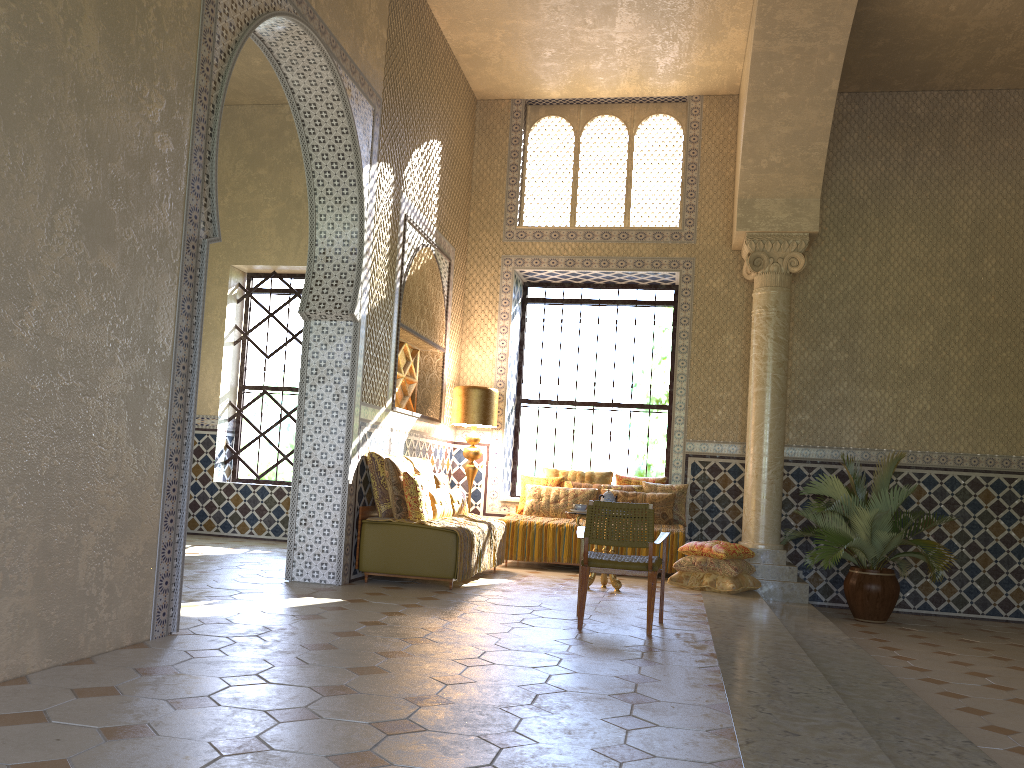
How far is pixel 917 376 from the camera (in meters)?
14.01

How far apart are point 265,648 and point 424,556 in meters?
4.0 m

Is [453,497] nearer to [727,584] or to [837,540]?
[727,584]

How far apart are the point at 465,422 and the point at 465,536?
3.7m

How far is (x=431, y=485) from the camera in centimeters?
1177cm

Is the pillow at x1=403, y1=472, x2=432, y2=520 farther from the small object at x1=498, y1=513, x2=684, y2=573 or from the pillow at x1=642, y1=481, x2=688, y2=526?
the pillow at x1=642, y1=481, x2=688, y2=526

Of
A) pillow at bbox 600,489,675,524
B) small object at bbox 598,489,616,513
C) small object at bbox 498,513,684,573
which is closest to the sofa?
small object at bbox 598,489,616,513

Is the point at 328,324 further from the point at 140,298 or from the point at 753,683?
the point at 753,683

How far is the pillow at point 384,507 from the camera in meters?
10.8

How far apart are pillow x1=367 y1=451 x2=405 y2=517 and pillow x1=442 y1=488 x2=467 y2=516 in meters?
1.6 m
